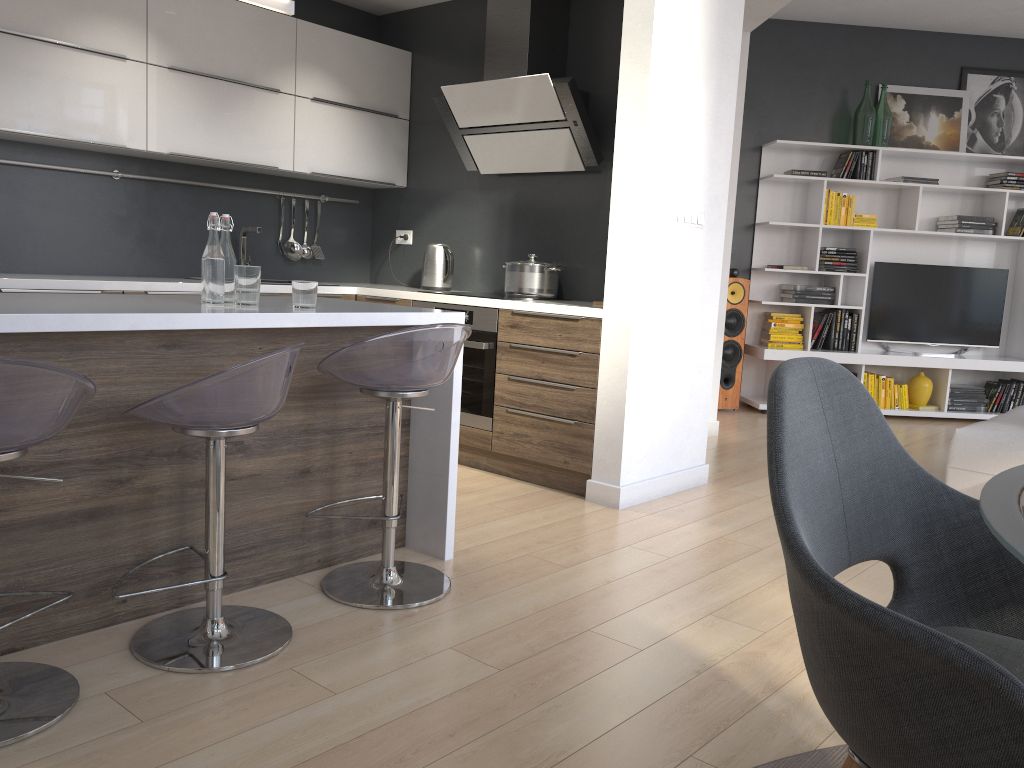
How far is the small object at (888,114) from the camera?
6.7 meters

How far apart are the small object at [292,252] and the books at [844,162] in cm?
405

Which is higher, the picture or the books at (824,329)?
the picture

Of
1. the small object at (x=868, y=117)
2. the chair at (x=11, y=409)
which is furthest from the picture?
the chair at (x=11, y=409)

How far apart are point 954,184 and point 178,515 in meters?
6.7 m

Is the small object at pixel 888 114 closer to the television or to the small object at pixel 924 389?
the television

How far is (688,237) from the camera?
4.0 meters

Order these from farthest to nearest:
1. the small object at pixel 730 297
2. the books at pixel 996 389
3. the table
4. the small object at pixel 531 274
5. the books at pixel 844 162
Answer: the books at pixel 996 389 → the books at pixel 844 162 → the small object at pixel 730 297 → the small object at pixel 531 274 → the table

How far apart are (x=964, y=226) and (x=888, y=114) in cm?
104

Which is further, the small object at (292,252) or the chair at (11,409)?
the small object at (292,252)
